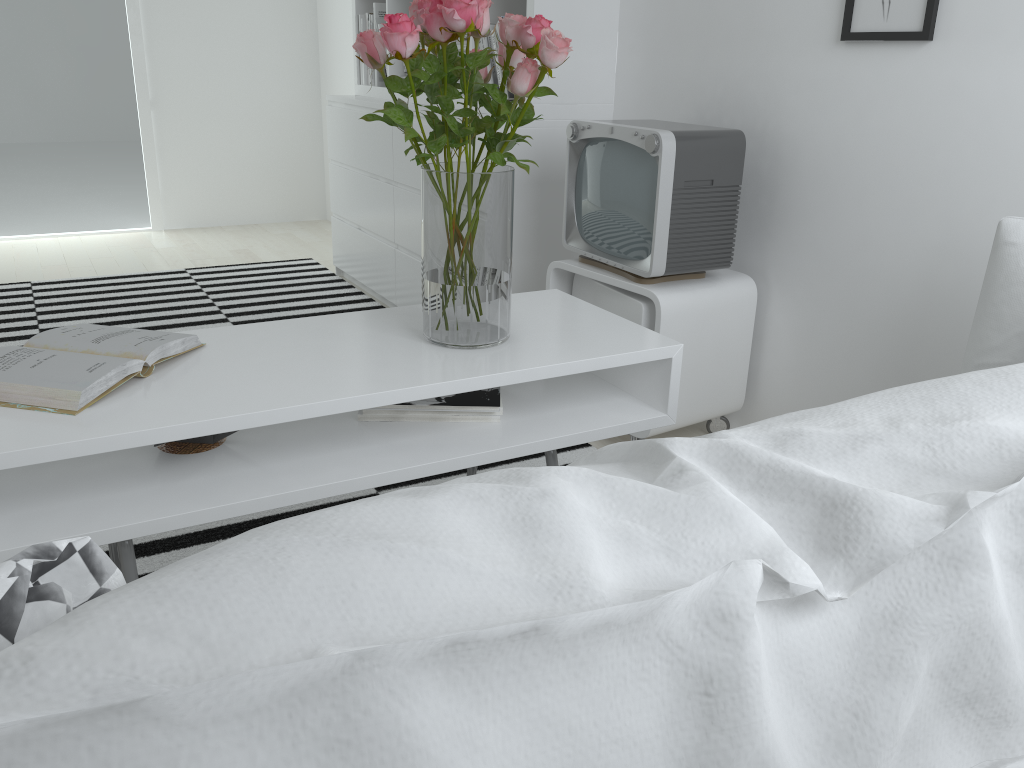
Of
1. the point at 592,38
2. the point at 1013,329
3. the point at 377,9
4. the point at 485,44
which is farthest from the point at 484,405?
the point at 377,9

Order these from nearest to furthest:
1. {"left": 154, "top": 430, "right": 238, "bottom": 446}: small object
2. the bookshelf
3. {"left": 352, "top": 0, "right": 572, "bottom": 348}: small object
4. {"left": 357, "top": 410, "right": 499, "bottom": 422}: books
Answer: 1. {"left": 352, "top": 0, "right": 572, "bottom": 348}: small object
2. {"left": 154, "top": 430, "right": 238, "bottom": 446}: small object
3. {"left": 357, "top": 410, "right": 499, "bottom": 422}: books
4. the bookshelf

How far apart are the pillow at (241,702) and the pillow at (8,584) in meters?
0.0 m

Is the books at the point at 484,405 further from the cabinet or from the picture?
the picture

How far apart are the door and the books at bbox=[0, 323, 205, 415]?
3.9m

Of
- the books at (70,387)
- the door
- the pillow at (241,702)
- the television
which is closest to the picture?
the television

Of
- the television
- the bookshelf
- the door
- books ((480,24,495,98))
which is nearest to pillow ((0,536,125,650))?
the television

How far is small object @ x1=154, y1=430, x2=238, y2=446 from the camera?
1.5 meters

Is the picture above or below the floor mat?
above

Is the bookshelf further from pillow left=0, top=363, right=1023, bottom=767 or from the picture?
pillow left=0, top=363, right=1023, bottom=767
